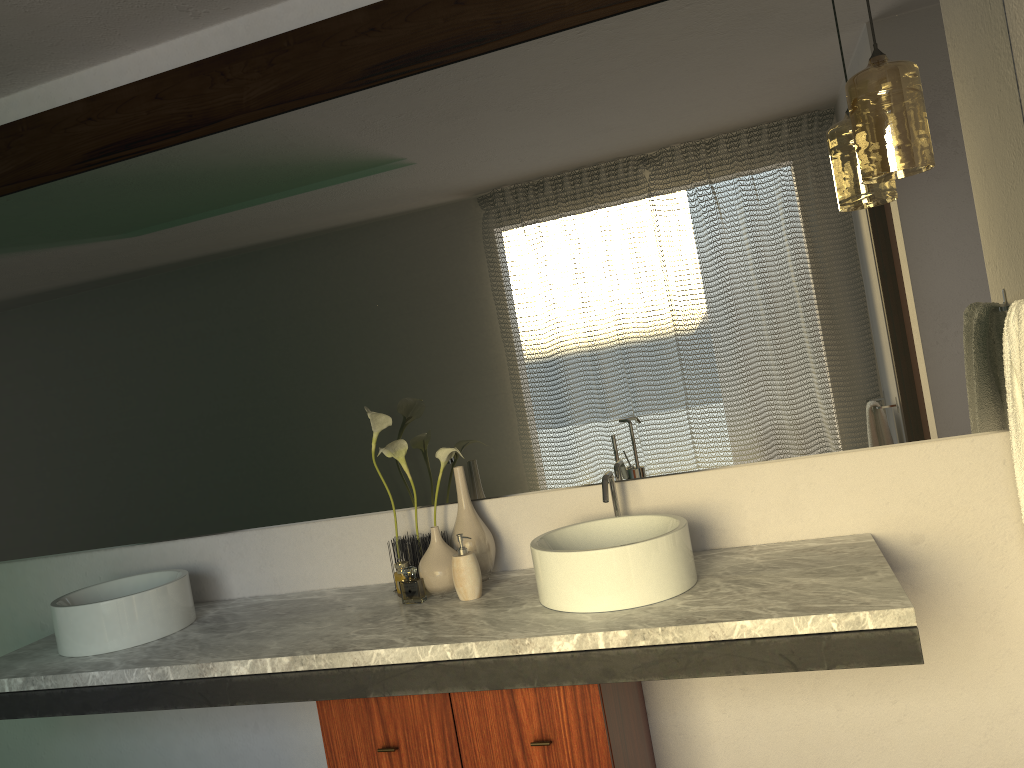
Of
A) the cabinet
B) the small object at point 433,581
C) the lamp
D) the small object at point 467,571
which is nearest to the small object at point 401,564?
the small object at point 433,581

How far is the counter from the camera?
1.6m

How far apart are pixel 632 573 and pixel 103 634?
1.3 meters

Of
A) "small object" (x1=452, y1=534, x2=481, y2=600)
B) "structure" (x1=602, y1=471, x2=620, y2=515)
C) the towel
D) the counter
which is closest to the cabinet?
the counter

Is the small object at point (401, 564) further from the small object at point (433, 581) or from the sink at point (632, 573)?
the sink at point (632, 573)

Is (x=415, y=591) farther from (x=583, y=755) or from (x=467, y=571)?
(x=583, y=755)

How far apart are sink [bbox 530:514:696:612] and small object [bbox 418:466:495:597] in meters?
0.2 m

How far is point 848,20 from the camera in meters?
2.1 m

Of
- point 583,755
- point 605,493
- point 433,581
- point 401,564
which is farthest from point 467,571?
point 583,755

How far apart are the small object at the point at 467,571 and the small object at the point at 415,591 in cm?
12
